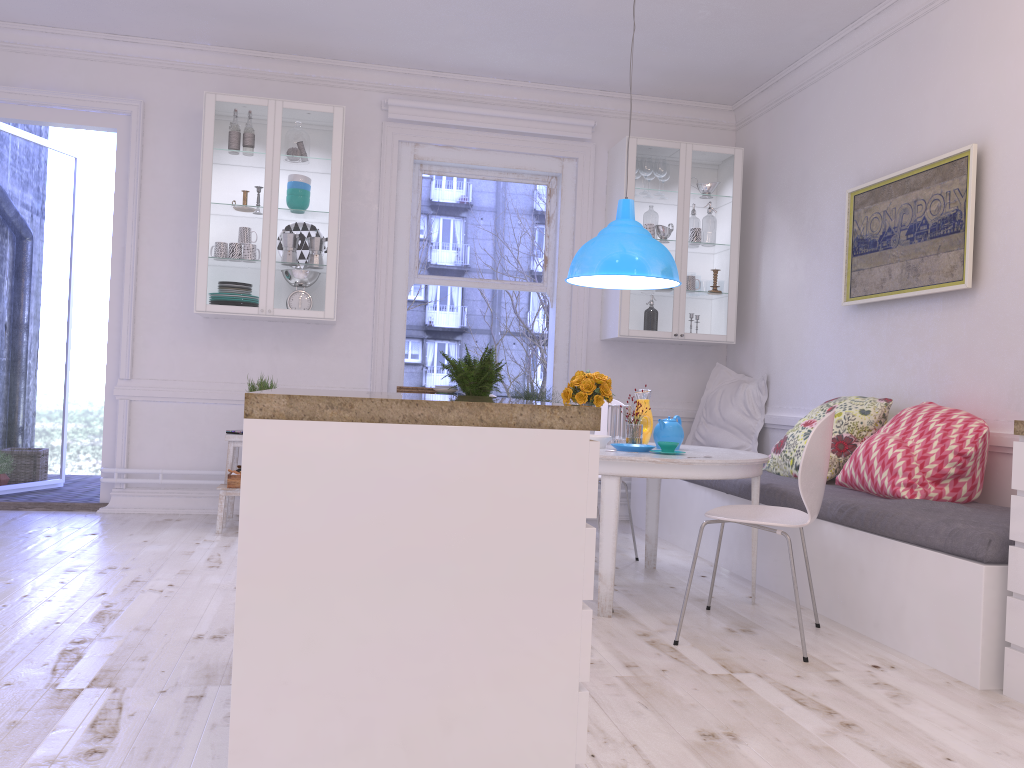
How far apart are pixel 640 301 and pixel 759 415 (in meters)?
1.06

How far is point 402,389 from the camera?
5.55m

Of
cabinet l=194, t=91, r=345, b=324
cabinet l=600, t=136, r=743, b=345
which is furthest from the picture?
cabinet l=194, t=91, r=345, b=324

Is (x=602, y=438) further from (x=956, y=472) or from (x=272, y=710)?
(x=272, y=710)

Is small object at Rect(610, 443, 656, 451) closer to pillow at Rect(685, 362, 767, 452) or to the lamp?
the lamp

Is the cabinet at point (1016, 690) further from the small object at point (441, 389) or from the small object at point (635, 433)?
the small object at point (441, 389)

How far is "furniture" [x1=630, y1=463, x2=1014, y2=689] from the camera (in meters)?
2.77

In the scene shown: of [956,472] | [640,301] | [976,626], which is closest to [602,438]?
[956,472]

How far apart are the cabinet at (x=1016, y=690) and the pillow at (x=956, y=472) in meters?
0.8 m

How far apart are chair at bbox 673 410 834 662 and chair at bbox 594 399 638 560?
1.42m
